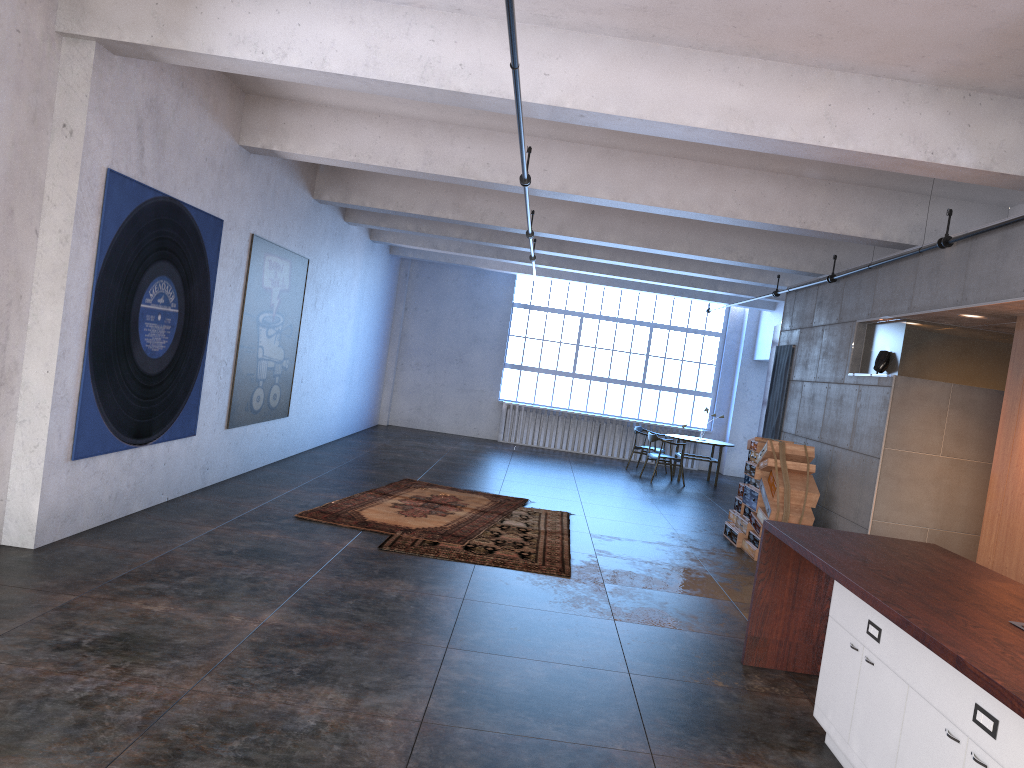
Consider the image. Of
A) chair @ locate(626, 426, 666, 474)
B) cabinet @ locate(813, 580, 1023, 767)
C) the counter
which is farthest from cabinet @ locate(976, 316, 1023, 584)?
chair @ locate(626, 426, 666, 474)

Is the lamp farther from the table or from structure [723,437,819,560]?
the table

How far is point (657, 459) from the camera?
15.34m

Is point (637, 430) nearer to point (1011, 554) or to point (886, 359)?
point (886, 359)

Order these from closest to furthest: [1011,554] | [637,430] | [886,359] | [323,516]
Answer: → [1011,554]
[323,516]
[886,359]
[637,430]

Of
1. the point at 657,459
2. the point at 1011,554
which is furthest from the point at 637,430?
the point at 1011,554

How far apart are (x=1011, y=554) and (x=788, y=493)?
2.7 meters

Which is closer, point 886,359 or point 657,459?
point 886,359

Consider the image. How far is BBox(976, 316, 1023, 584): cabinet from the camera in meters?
6.7

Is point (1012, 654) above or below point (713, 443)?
above
